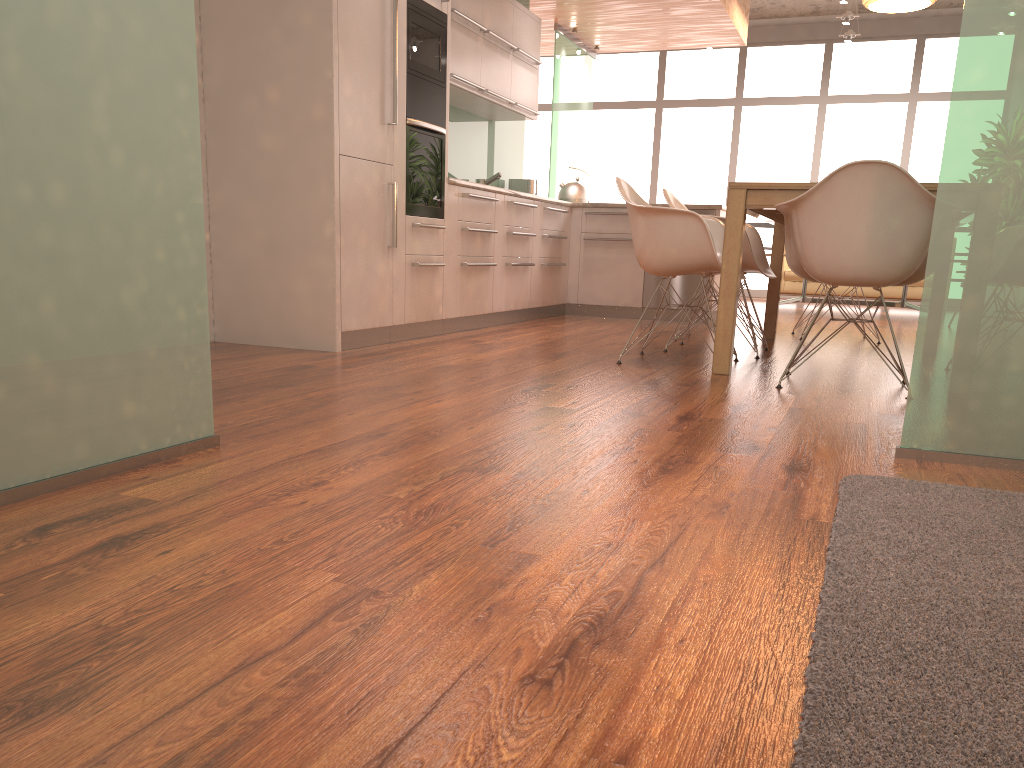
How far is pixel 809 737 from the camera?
0.9 meters

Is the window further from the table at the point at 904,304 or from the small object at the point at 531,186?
the small object at the point at 531,186

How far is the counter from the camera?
4.61m

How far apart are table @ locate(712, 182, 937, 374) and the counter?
1.13m

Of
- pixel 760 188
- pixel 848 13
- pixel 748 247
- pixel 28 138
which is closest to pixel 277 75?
pixel 760 188

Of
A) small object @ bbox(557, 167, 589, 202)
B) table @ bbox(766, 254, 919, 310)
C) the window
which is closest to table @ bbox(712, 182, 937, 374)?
small object @ bbox(557, 167, 589, 202)

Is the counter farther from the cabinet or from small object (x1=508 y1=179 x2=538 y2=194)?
small object (x1=508 y1=179 x2=538 y2=194)

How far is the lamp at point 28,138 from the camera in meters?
1.7

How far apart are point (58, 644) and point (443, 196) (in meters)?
4.33

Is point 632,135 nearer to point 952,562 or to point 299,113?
point 299,113
